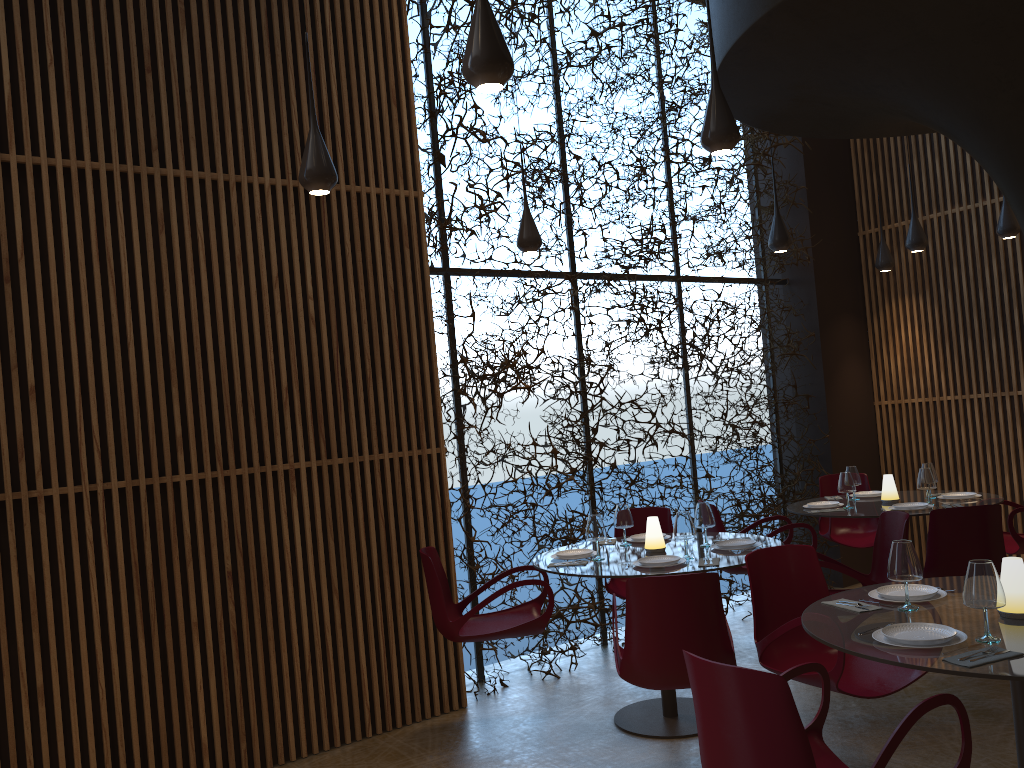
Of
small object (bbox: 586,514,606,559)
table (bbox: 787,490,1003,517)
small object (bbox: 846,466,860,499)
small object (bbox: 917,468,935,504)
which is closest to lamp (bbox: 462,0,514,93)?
small object (bbox: 586,514,606,559)

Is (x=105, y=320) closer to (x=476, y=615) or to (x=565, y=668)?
(x=476, y=615)

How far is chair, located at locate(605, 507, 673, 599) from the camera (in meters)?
6.96

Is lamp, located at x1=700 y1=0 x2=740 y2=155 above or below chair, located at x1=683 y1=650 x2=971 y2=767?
above

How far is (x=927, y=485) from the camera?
6.99m

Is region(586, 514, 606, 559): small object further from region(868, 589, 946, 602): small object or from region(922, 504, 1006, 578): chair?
region(922, 504, 1006, 578): chair

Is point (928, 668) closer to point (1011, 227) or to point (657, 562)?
point (657, 562)

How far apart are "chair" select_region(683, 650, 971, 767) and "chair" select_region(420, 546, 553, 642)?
2.4 meters

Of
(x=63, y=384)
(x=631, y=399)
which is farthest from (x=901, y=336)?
(x=63, y=384)

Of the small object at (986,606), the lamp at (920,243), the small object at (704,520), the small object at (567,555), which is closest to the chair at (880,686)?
the small object at (986,606)
